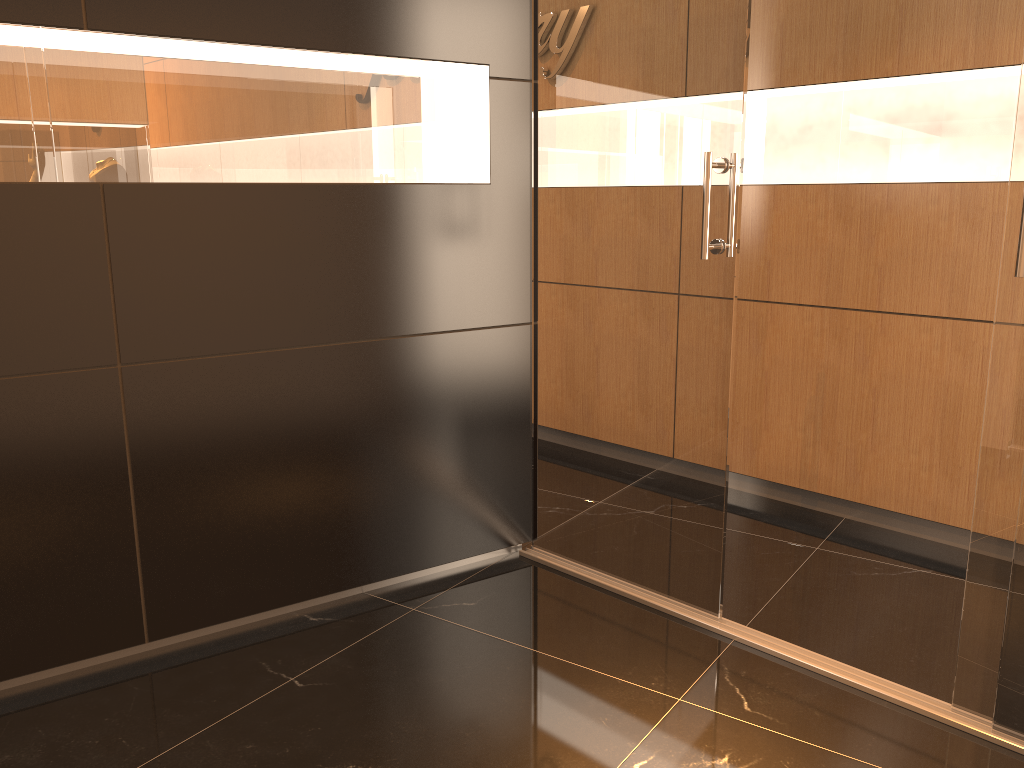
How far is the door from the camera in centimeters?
234cm

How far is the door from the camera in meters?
2.3 m
